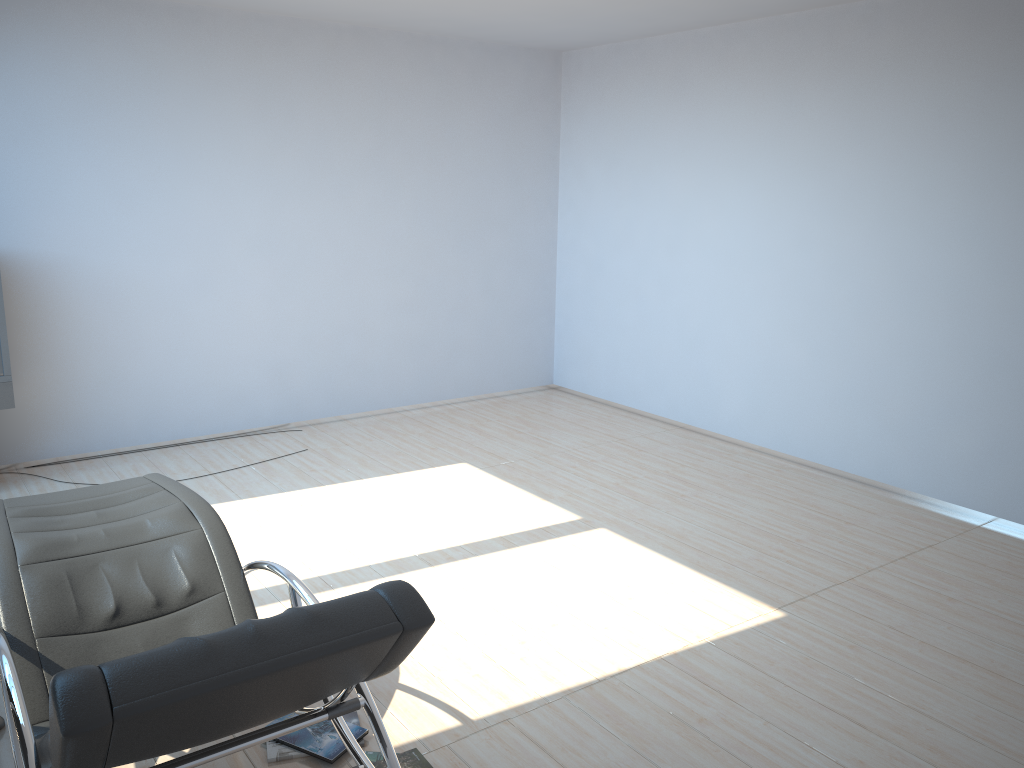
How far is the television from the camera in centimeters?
513cm

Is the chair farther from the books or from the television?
the television

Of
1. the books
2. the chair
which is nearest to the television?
the chair

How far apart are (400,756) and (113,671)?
1.4 meters

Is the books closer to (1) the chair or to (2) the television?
(1) the chair

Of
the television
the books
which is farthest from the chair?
the television

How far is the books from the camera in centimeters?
280cm

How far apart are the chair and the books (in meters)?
0.37

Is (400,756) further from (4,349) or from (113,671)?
(4,349)

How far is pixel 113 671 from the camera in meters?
1.6 m
